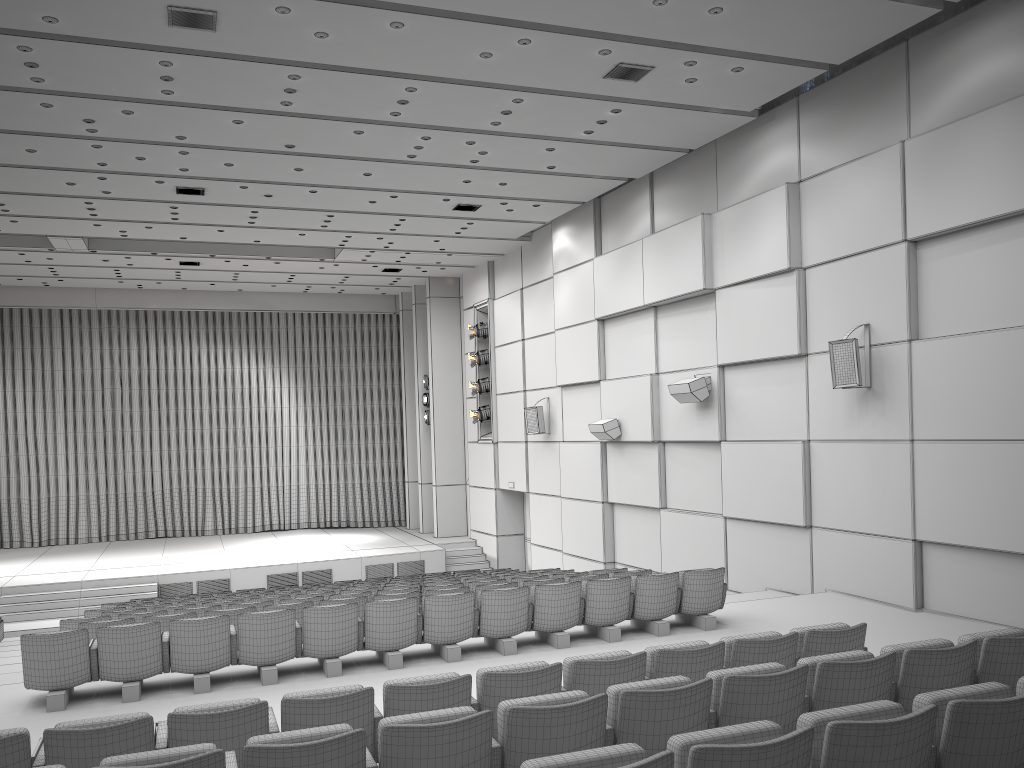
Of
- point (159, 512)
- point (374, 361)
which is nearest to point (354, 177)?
point (374, 361)

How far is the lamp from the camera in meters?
20.4 m

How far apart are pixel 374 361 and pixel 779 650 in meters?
21.0 m

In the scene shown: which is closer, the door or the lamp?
the door

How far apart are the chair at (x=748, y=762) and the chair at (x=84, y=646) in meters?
5.1

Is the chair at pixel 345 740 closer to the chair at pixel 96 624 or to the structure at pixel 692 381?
the chair at pixel 96 624

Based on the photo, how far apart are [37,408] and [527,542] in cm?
1357

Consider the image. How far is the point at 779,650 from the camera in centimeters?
549cm

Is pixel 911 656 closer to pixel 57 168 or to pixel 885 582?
pixel 885 582

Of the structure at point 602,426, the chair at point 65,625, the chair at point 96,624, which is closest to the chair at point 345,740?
the chair at point 96,624
